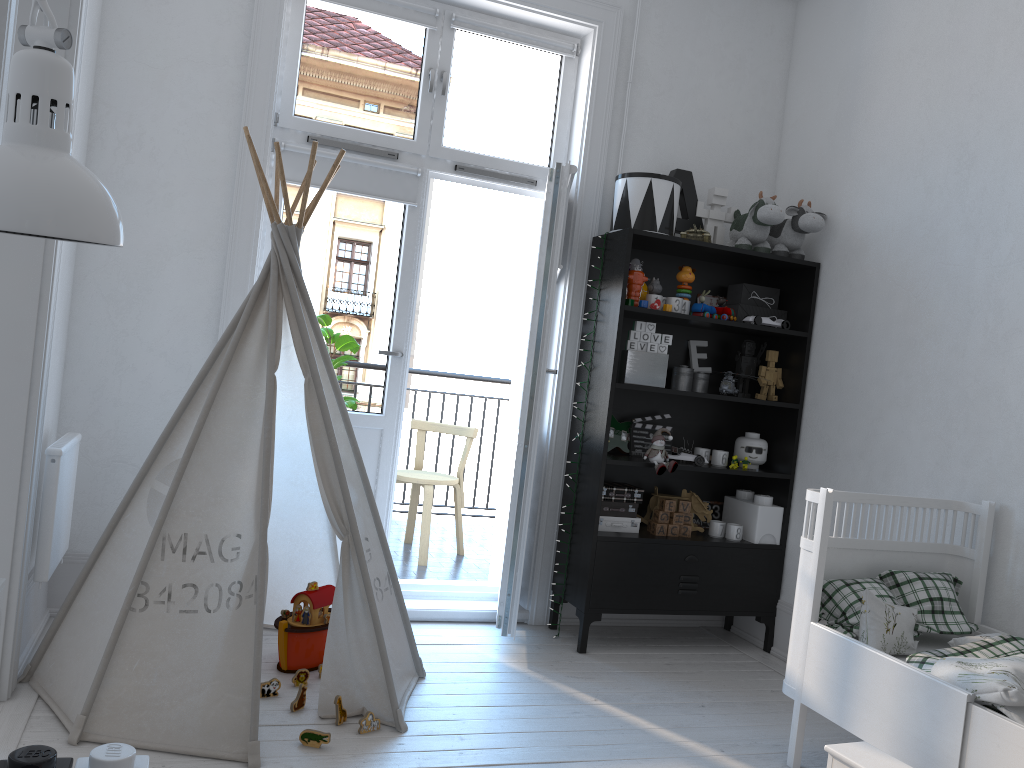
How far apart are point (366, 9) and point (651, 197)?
1.38m

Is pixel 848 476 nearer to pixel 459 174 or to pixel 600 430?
pixel 600 430

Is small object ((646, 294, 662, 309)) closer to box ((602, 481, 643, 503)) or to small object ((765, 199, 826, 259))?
small object ((765, 199, 826, 259))

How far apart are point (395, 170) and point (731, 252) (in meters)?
1.42

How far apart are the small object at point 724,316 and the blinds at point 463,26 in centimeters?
127cm

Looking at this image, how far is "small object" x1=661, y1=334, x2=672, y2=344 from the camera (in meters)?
3.57

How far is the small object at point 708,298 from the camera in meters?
4.0 m

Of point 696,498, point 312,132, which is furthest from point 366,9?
point 696,498

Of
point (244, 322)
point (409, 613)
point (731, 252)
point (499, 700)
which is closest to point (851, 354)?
point (731, 252)

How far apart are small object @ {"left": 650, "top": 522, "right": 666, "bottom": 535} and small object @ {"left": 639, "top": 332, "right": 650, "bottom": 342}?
0.8m
